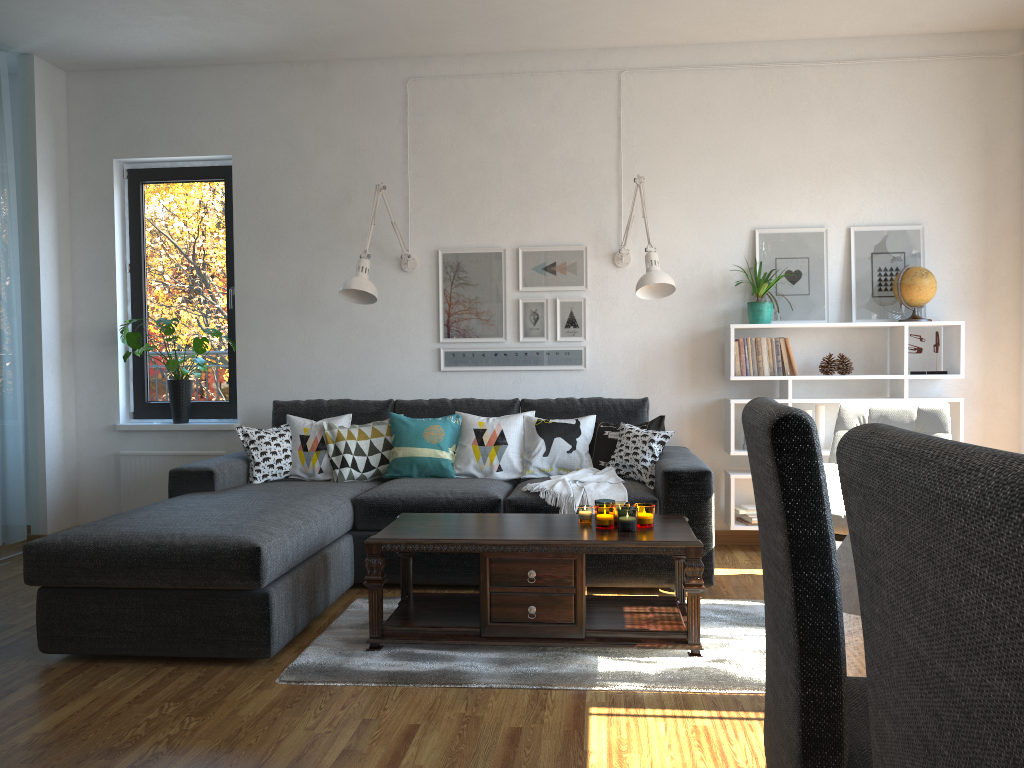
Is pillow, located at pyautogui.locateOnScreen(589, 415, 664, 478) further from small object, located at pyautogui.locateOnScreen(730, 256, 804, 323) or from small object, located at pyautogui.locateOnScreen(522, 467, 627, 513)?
small object, located at pyautogui.locateOnScreen(730, 256, 804, 323)

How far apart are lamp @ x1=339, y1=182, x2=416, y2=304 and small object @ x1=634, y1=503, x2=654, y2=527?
1.95m

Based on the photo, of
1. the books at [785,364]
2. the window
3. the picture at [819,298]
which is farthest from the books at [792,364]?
the window

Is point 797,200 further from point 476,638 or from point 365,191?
point 476,638

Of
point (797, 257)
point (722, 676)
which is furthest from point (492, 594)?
point (797, 257)

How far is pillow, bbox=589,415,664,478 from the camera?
4.44m

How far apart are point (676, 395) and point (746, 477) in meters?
0.6

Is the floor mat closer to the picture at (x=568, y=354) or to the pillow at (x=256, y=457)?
the pillow at (x=256, y=457)

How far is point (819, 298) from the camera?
4.9 meters

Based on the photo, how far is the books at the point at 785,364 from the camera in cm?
473
